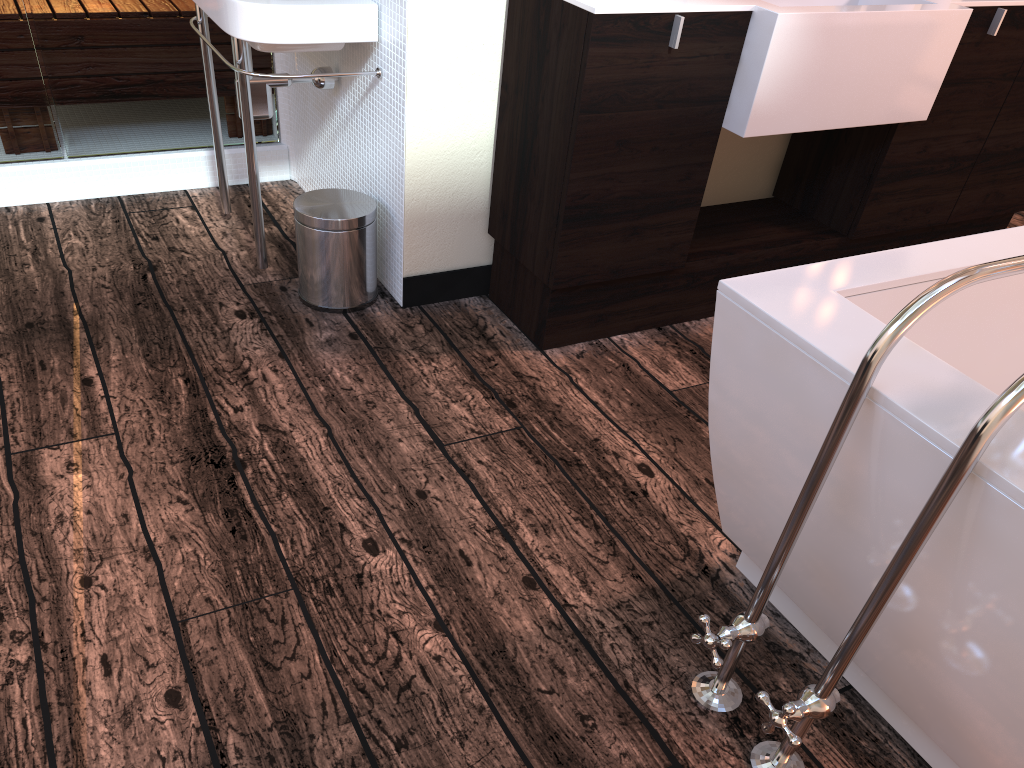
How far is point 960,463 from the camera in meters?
0.9

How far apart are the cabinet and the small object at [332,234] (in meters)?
0.32

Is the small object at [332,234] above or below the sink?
below

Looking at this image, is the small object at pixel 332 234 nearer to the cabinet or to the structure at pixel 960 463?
the cabinet

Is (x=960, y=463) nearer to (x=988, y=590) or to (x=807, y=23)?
(x=988, y=590)

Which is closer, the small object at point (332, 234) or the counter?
the counter

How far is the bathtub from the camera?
1.0m

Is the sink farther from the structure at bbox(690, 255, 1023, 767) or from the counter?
the structure at bbox(690, 255, 1023, 767)

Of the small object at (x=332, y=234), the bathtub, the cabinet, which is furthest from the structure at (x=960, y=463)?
the small object at (x=332, y=234)

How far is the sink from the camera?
2.07m
